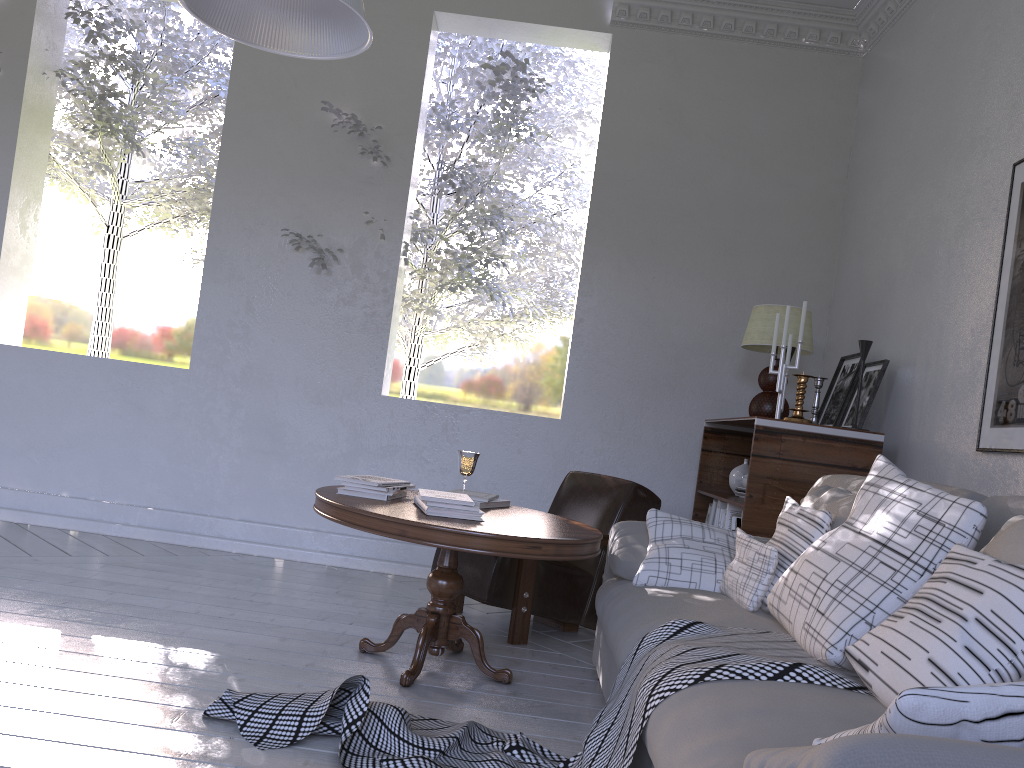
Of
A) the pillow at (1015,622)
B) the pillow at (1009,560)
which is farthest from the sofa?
the pillow at (1009,560)

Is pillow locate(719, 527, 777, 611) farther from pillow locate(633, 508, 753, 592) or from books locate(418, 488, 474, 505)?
books locate(418, 488, 474, 505)

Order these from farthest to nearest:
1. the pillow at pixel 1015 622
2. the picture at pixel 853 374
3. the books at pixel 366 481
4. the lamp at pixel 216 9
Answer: the picture at pixel 853 374 → the books at pixel 366 481 → the lamp at pixel 216 9 → the pillow at pixel 1015 622

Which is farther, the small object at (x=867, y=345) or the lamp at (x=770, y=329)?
the lamp at (x=770, y=329)

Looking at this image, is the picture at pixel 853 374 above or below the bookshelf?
above

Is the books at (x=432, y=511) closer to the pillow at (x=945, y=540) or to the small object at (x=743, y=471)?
the pillow at (x=945, y=540)

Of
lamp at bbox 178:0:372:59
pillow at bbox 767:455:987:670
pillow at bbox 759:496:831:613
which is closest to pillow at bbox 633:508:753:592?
pillow at bbox 759:496:831:613

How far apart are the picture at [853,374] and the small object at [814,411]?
0.3m

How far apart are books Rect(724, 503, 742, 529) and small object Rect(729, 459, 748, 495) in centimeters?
37cm

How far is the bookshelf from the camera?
2.7m
